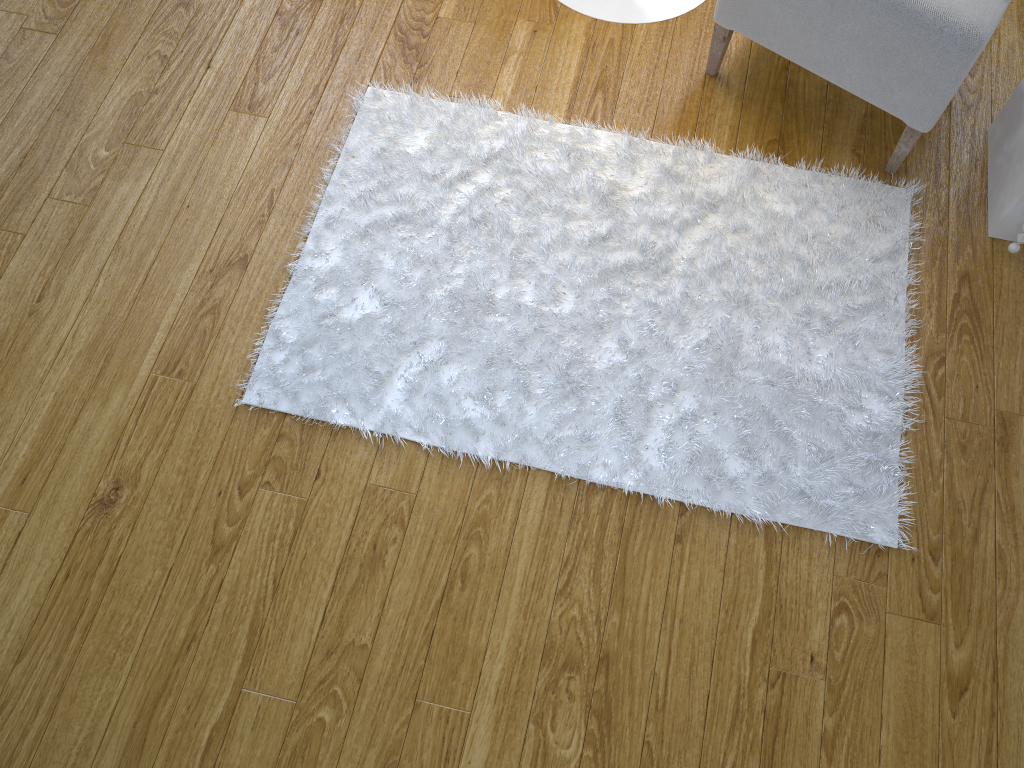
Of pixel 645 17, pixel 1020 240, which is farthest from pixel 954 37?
pixel 645 17

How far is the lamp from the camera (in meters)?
1.81

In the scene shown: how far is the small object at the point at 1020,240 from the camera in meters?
1.5

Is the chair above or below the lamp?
above

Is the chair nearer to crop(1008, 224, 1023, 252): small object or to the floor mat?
the floor mat

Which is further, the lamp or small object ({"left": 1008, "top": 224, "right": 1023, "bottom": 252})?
the lamp

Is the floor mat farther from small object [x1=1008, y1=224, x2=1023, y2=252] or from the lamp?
the lamp

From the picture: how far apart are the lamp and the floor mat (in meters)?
0.31

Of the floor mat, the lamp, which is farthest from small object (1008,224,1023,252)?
the lamp

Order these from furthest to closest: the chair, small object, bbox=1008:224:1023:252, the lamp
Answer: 1. the lamp
2. small object, bbox=1008:224:1023:252
3. the chair
